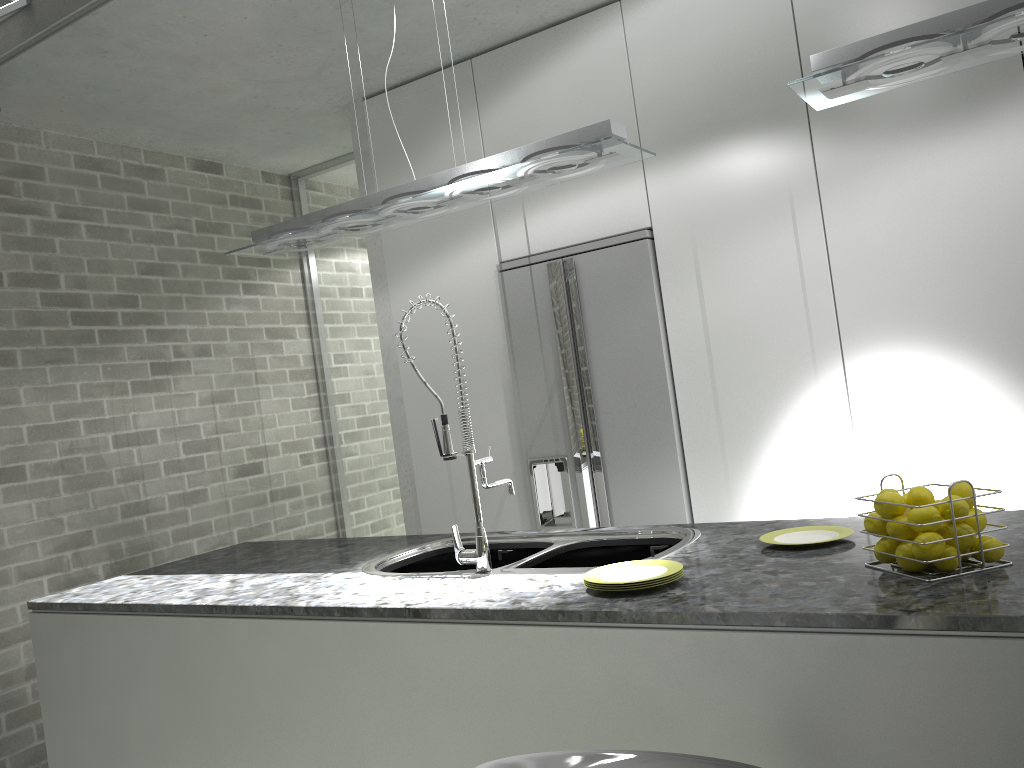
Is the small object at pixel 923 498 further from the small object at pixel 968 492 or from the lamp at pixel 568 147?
A: the lamp at pixel 568 147

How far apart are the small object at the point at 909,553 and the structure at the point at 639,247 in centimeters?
Answer: 192cm

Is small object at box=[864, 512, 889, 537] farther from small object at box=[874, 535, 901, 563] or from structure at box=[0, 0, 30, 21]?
structure at box=[0, 0, 30, 21]

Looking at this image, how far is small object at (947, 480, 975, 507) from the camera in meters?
1.7

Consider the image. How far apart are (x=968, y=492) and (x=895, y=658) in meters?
0.4

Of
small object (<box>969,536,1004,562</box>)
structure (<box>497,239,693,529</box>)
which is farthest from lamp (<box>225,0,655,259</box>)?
small object (<box>969,536,1004,562</box>)

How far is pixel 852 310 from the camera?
3.27m

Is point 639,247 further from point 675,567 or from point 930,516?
point 930,516

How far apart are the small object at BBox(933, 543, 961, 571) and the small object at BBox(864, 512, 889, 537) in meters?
0.1

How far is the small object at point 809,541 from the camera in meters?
2.1 m
